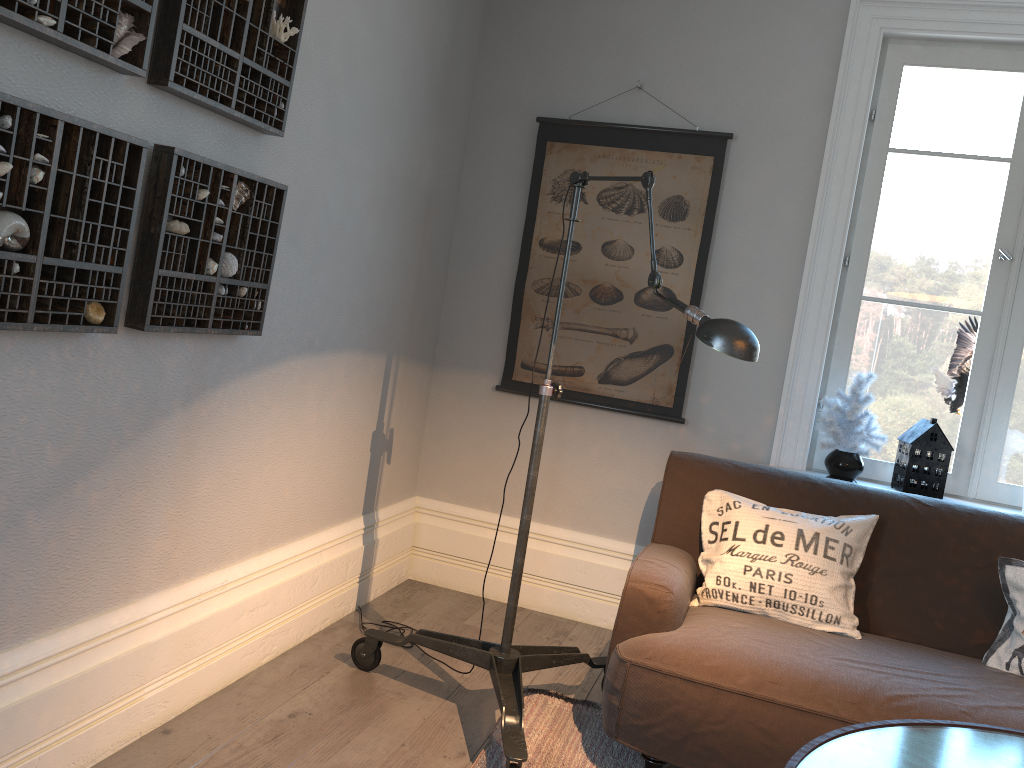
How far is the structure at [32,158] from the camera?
1.6m

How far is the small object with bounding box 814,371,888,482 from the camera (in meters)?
3.17

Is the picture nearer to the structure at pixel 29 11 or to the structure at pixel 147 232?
the structure at pixel 147 232

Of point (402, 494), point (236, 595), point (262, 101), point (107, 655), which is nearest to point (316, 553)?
point (236, 595)

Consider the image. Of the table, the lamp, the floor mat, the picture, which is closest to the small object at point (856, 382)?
the picture

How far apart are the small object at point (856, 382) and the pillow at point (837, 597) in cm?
52

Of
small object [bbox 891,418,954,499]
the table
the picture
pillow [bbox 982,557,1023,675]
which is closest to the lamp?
the table

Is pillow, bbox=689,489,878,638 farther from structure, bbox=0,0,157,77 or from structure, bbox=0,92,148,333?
structure, bbox=0,0,157,77

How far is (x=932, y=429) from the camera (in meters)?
3.12

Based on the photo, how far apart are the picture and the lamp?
1.00m
